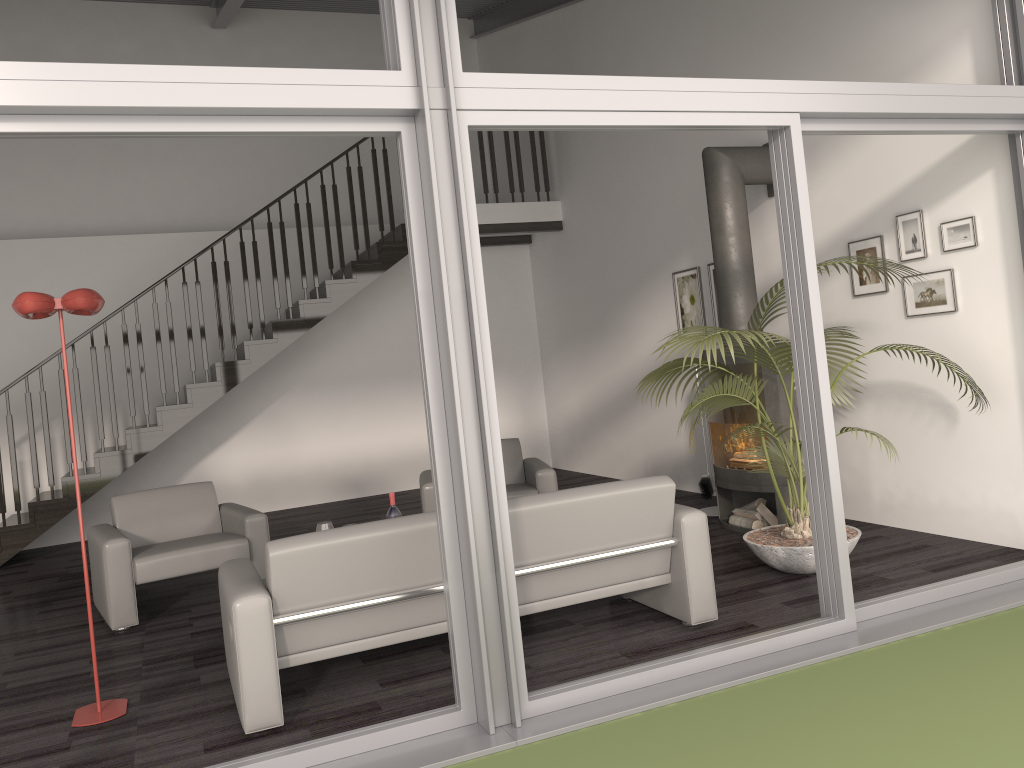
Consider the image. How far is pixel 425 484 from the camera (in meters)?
6.10

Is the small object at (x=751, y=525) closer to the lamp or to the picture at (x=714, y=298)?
the picture at (x=714, y=298)

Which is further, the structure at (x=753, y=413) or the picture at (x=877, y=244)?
the structure at (x=753, y=413)

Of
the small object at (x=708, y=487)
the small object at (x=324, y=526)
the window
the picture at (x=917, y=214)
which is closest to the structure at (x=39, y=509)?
the small object at (x=324, y=526)

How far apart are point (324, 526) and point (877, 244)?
3.8 meters

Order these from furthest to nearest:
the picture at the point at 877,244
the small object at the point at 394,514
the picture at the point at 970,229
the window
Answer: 1. the picture at the point at 877,244
2. the small object at the point at 394,514
3. the picture at the point at 970,229
4. the window

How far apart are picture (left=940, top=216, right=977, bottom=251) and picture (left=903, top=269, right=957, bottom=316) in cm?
14

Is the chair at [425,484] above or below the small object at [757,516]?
above

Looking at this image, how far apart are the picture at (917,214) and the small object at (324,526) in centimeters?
374cm

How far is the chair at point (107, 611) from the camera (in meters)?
5.06
